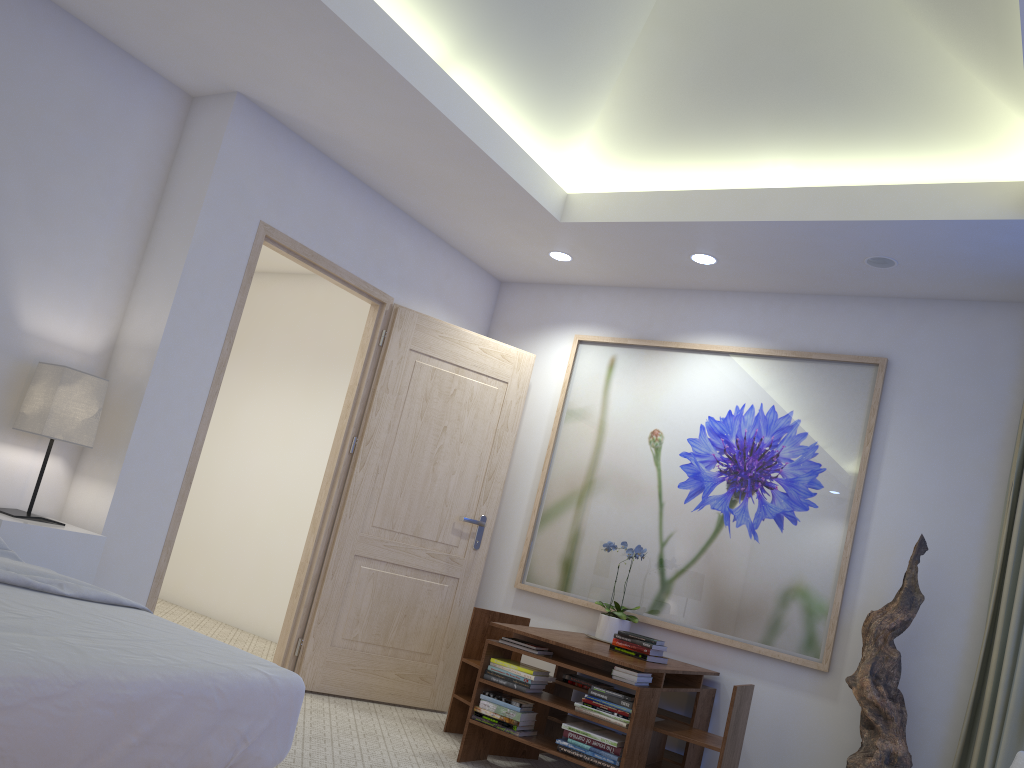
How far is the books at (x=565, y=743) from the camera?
3.5 meters

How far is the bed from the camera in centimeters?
155cm

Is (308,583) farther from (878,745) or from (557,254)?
(878,745)

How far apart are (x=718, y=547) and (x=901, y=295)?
1.47m

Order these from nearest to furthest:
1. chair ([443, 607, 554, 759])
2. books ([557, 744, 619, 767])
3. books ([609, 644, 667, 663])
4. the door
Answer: books ([557, 744, 619, 767]) → books ([609, 644, 667, 663]) → chair ([443, 607, 554, 759]) → the door

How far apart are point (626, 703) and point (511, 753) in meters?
0.9

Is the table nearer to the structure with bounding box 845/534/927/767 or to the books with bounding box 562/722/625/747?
the books with bounding box 562/722/625/747

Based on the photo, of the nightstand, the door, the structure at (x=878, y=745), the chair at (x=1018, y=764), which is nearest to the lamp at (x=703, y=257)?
the door

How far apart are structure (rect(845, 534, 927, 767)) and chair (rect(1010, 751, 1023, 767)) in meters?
0.9 m

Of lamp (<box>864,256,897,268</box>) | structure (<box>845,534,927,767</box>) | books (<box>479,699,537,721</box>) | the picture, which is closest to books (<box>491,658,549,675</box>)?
books (<box>479,699,537,721</box>)
